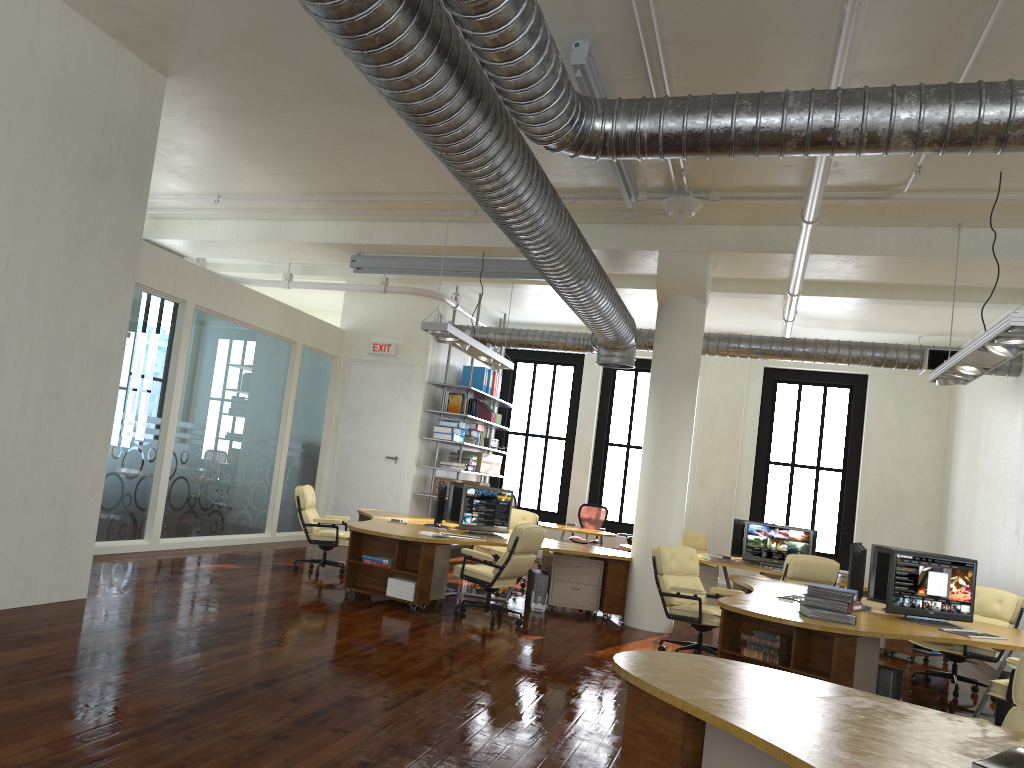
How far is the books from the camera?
6.3 meters

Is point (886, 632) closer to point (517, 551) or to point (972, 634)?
point (972, 634)

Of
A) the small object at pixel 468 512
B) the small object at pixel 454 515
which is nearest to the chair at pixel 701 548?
the small object at pixel 468 512

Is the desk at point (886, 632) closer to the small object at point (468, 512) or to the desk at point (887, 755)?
the desk at point (887, 755)

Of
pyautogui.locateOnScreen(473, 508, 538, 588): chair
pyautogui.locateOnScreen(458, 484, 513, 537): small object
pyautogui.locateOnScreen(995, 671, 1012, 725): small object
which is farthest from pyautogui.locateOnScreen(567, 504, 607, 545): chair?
pyautogui.locateOnScreen(995, 671, 1012, 725): small object

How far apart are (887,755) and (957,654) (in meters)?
6.72

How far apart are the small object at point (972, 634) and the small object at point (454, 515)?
5.41m

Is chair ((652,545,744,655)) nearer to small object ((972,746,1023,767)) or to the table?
small object ((972,746,1023,767))

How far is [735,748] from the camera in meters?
3.3

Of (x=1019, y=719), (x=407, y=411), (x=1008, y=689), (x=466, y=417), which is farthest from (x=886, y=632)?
(x=407, y=411)
